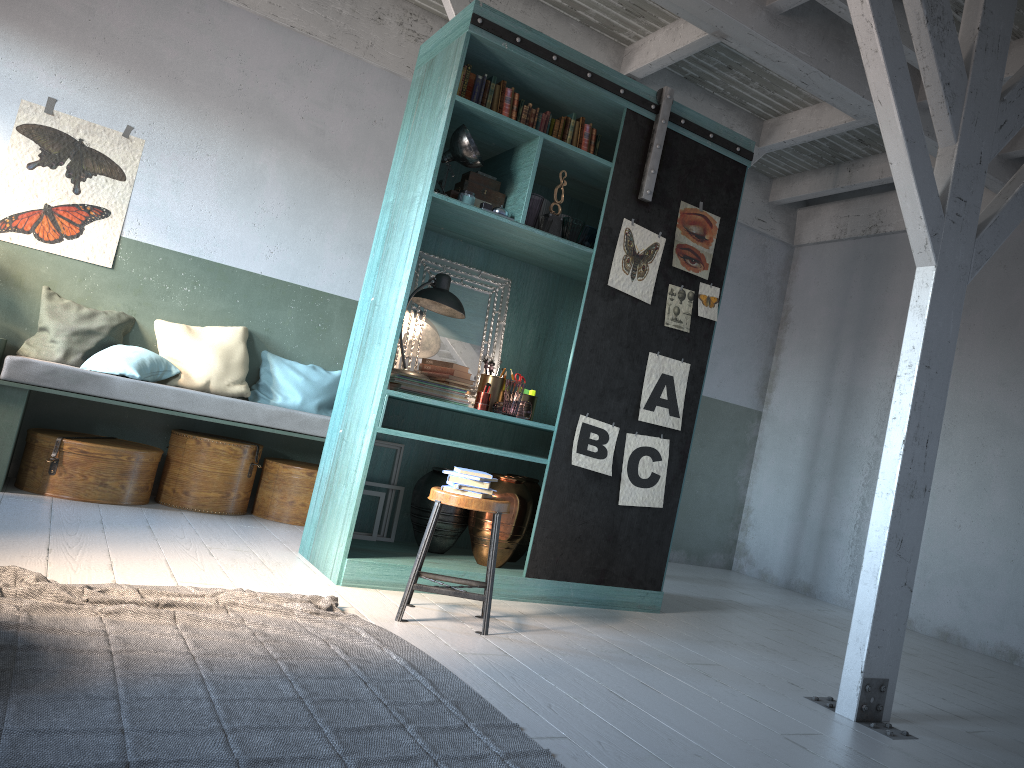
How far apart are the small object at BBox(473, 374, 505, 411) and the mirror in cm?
20

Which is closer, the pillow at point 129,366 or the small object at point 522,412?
the small object at point 522,412

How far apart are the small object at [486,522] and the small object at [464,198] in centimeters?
173cm

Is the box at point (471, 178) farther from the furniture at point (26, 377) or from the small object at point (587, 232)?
the furniture at point (26, 377)

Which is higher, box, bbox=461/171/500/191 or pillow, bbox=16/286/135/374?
box, bbox=461/171/500/191

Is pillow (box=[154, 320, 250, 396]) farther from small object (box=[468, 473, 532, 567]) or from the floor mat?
the floor mat

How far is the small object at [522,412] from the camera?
5.5 meters

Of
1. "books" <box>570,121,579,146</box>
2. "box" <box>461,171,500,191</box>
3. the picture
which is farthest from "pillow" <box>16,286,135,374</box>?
"books" <box>570,121,579,146</box>

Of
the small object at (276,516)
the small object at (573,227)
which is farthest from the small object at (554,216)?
the small object at (276,516)

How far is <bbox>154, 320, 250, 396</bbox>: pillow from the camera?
6.9m
